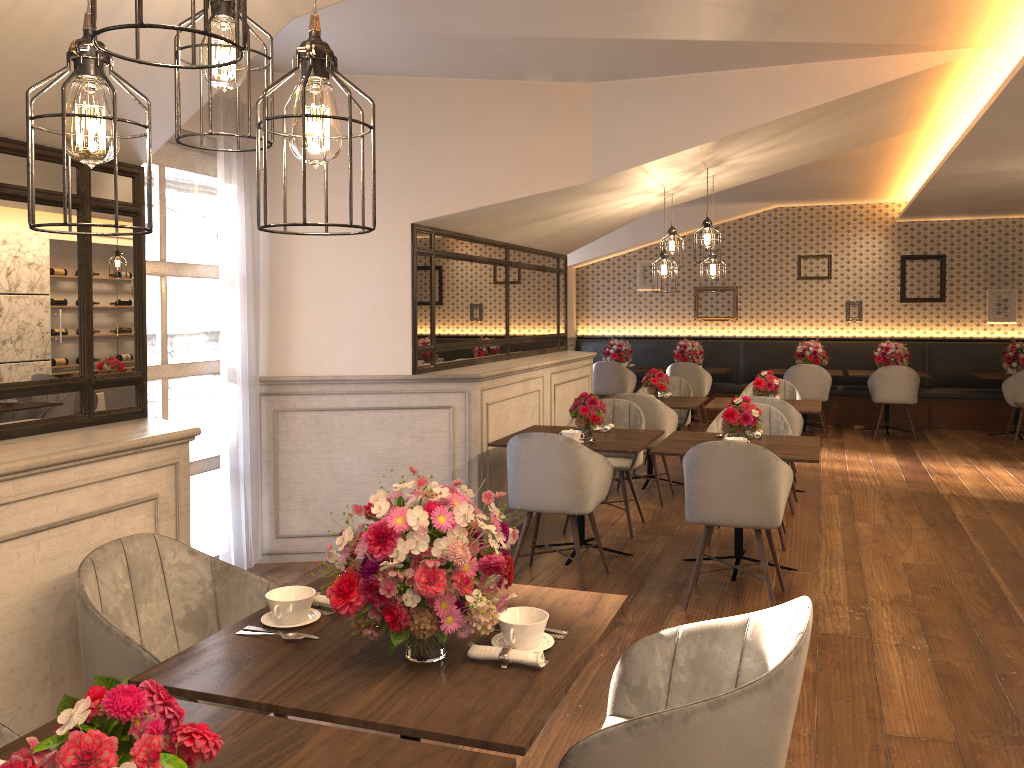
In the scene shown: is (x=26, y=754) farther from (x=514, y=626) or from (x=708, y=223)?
(x=708, y=223)

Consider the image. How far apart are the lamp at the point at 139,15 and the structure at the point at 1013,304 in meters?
12.0 m

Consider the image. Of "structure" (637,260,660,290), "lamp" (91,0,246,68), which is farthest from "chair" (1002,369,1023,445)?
"lamp" (91,0,246,68)

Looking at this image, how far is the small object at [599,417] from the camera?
5.3m

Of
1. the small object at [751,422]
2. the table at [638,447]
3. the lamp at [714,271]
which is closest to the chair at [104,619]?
the table at [638,447]

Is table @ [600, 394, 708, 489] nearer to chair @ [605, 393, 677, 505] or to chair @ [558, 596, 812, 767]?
chair @ [605, 393, 677, 505]

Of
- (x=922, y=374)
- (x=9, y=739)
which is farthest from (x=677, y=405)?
(x=9, y=739)

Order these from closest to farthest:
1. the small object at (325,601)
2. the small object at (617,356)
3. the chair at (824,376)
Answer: the small object at (325,601) → the chair at (824,376) → the small object at (617,356)

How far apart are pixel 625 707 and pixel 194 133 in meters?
1.7 m

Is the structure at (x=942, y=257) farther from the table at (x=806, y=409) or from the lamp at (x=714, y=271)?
the lamp at (x=714, y=271)
